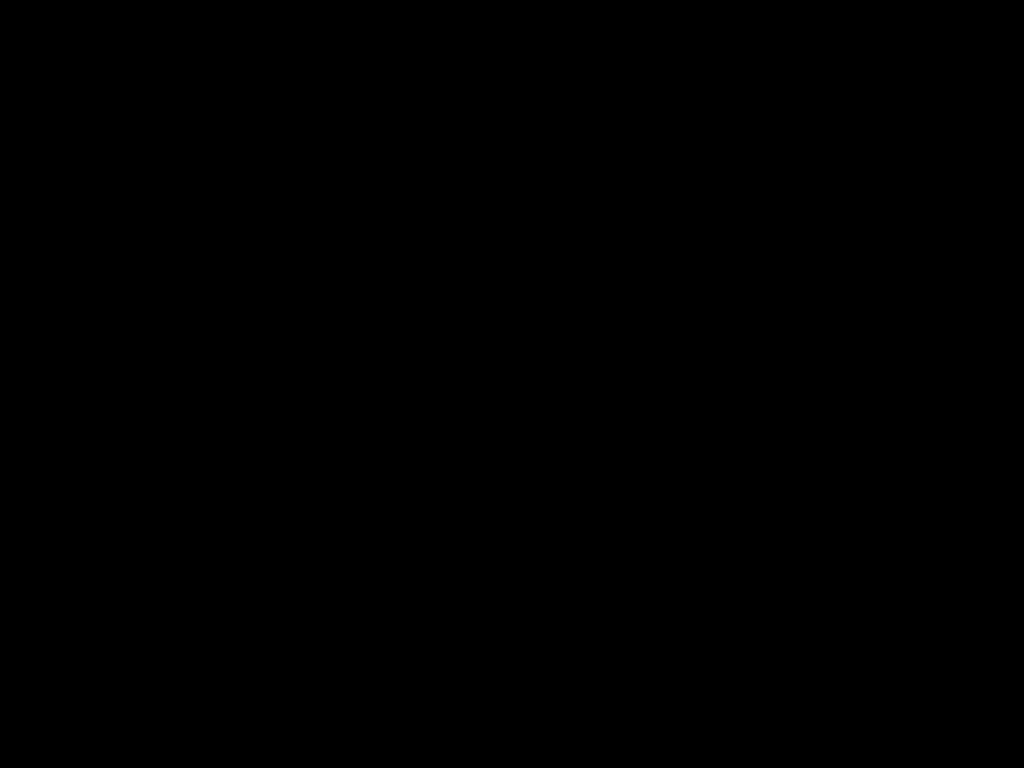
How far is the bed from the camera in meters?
0.3 m

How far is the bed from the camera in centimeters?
33cm

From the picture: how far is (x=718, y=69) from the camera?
0.3 meters

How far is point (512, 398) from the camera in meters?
0.9 m
